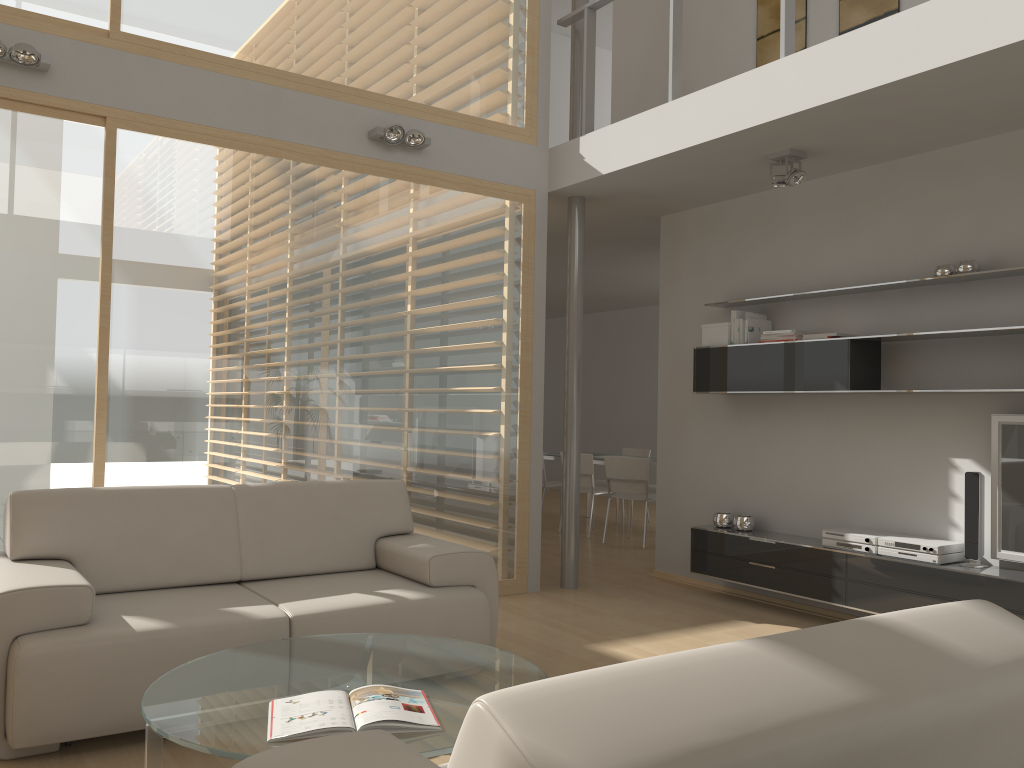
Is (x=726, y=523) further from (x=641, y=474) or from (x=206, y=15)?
(x=206, y=15)

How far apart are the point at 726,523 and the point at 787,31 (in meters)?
3.04

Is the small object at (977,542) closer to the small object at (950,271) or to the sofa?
the small object at (950,271)

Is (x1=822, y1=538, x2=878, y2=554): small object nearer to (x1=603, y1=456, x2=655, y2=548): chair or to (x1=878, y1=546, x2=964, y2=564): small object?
(x1=878, y1=546, x2=964, y2=564): small object

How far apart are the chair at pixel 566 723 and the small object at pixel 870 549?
3.3 meters

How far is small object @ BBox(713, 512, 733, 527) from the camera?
5.9m

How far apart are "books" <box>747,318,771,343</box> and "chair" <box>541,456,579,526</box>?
4.0m

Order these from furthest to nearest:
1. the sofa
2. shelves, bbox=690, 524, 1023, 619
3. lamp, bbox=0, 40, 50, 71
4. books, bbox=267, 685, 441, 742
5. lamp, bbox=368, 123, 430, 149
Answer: lamp, bbox=368, 123, 430, 149
shelves, bbox=690, 524, 1023, 619
lamp, bbox=0, 40, 50, 71
the sofa
books, bbox=267, 685, 441, 742

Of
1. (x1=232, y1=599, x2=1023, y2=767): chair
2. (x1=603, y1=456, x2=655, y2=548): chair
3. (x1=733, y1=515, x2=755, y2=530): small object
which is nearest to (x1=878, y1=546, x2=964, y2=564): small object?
(x1=733, y1=515, x2=755, y2=530): small object

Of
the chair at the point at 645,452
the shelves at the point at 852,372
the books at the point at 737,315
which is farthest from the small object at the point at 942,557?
the chair at the point at 645,452
